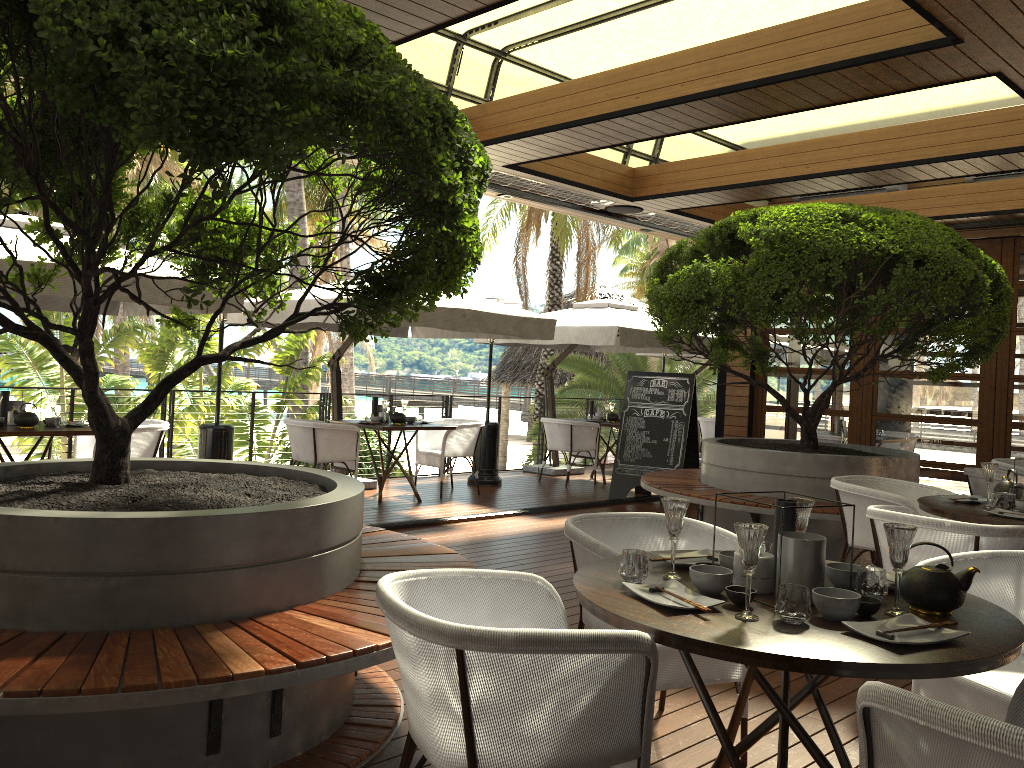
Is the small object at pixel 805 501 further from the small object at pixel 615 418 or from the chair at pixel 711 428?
the chair at pixel 711 428

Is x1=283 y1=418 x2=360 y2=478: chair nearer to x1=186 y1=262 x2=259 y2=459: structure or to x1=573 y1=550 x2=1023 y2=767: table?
x1=186 y1=262 x2=259 y2=459: structure

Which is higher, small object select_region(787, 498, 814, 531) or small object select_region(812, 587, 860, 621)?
small object select_region(787, 498, 814, 531)

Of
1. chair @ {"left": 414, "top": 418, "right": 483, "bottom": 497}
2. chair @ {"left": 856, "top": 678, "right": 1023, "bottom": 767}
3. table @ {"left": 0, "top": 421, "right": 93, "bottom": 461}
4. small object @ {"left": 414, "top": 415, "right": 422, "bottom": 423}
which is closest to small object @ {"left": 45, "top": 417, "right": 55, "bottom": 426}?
table @ {"left": 0, "top": 421, "right": 93, "bottom": 461}

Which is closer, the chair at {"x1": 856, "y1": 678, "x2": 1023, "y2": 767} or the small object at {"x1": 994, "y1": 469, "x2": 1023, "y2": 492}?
the chair at {"x1": 856, "y1": 678, "x2": 1023, "y2": 767}

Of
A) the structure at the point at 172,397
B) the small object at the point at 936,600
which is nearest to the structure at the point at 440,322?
the structure at the point at 172,397

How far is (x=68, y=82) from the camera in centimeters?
233cm

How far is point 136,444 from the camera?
6.8 meters

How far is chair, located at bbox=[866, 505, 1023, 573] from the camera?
3.7 meters

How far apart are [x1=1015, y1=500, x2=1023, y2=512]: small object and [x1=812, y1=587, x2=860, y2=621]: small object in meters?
2.6
